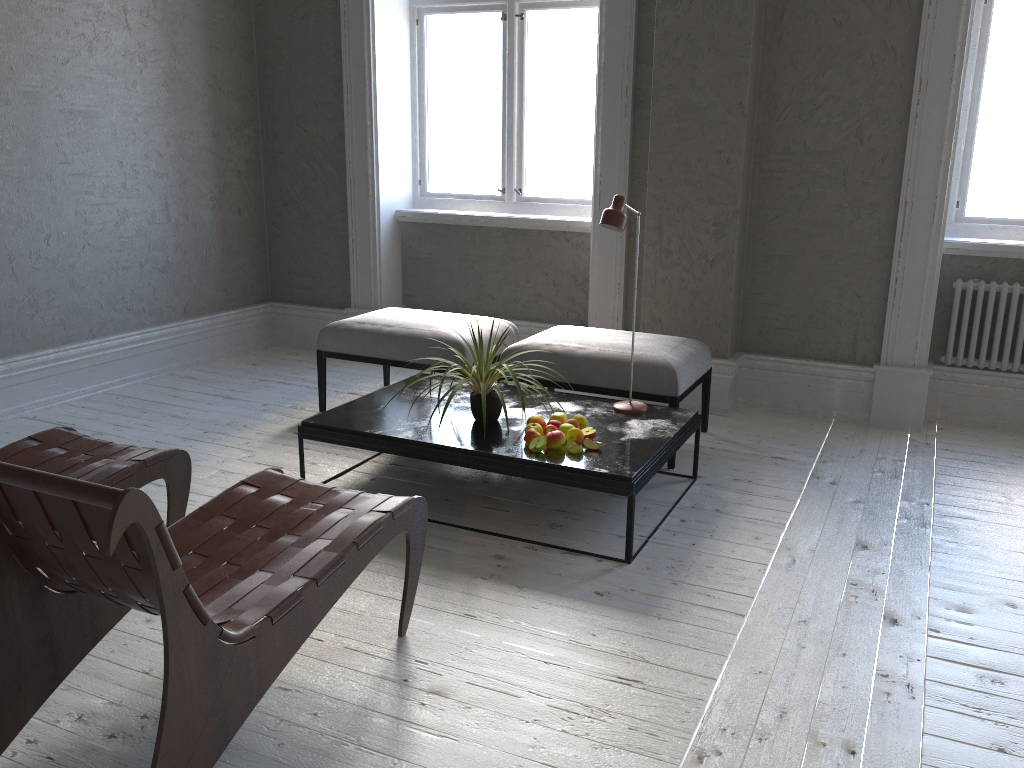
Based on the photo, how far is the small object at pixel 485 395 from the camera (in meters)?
3.14

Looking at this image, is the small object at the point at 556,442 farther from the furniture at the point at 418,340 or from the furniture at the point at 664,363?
the furniture at the point at 418,340

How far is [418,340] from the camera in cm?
409

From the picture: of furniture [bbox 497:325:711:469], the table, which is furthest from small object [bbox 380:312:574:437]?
furniture [bbox 497:325:711:469]

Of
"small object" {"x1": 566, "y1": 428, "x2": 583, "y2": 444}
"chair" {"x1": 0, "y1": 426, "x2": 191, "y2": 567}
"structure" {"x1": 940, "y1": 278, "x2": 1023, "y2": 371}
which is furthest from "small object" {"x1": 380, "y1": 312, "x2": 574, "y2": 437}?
"structure" {"x1": 940, "y1": 278, "x2": 1023, "y2": 371}

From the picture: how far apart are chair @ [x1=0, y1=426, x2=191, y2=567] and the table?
0.6 meters

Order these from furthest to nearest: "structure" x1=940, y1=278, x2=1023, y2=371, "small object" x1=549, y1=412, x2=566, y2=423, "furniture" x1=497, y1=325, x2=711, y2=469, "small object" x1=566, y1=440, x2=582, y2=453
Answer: "structure" x1=940, y1=278, x2=1023, y2=371
"furniture" x1=497, y1=325, x2=711, y2=469
"small object" x1=549, y1=412, x2=566, y2=423
"small object" x1=566, y1=440, x2=582, y2=453

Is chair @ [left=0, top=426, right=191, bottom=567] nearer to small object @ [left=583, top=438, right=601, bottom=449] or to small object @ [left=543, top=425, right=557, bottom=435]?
small object @ [left=543, top=425, right=557, bottom=435]

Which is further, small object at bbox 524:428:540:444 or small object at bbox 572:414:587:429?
small object at bbox 572:414:587:429

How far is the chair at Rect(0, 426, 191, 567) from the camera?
2.61m
